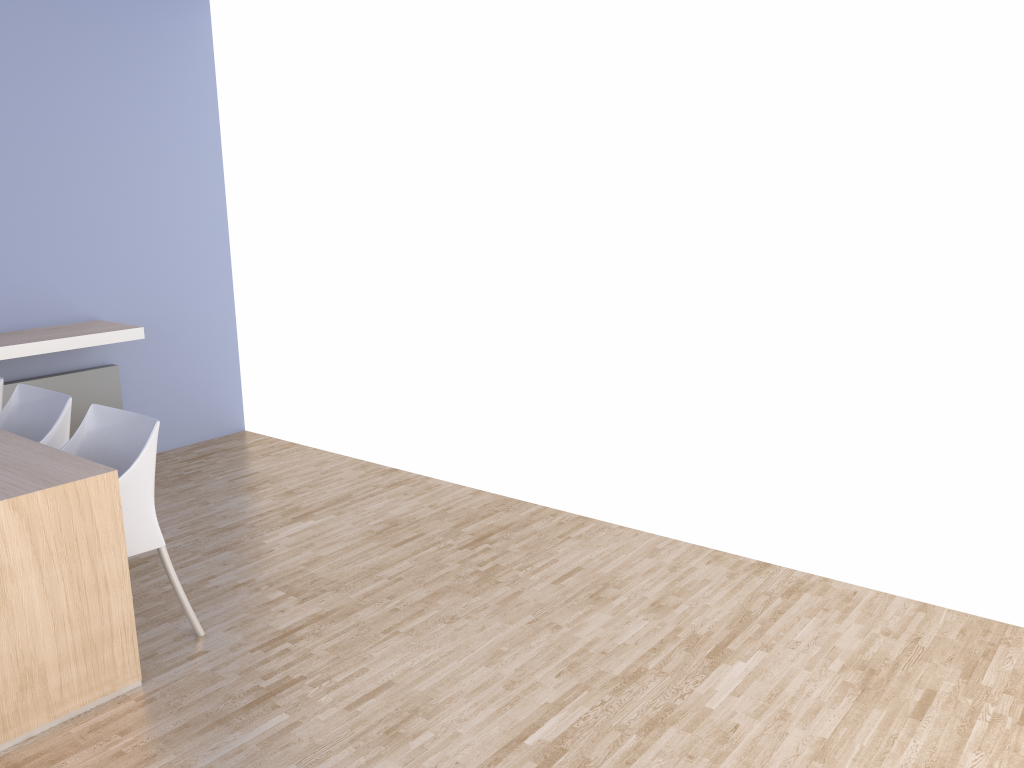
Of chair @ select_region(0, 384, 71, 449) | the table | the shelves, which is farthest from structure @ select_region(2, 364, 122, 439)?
the table

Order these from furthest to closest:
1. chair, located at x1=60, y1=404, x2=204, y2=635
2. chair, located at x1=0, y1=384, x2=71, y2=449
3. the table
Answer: chair, located at x1=0, y1=384, x2=71, y2=449 < chair, located at x1=60, y1=404, x2=204, y2=635 < the table

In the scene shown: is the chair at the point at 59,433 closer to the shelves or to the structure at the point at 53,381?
the shelves

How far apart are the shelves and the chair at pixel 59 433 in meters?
0.7 m

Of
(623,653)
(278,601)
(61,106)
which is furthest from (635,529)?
(61,106)

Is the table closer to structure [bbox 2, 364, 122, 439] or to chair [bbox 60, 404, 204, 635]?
chair [bbox 60, 404, 204, 635]

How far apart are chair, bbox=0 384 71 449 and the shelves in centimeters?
73cm

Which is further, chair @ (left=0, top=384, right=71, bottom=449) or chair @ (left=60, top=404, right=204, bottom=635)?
chair @ (left=0, top=384, right=71, bottom=449)

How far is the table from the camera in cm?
249

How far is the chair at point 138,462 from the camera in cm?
290
